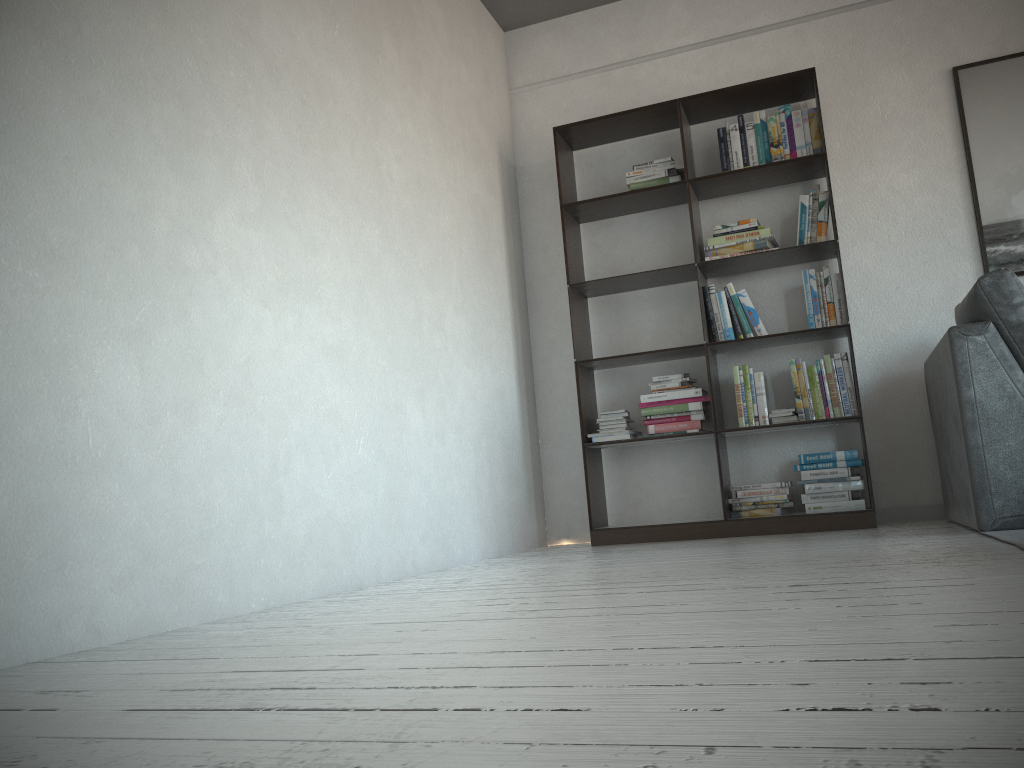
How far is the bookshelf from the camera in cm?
404

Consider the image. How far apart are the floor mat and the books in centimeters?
107cm

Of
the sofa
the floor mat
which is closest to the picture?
the sofa

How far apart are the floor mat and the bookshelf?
0.97m

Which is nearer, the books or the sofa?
the sofa

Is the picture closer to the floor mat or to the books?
the books

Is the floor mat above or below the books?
below

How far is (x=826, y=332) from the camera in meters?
4.0

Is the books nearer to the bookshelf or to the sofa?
the bookshelf

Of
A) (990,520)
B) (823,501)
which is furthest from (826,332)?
(990,520)
